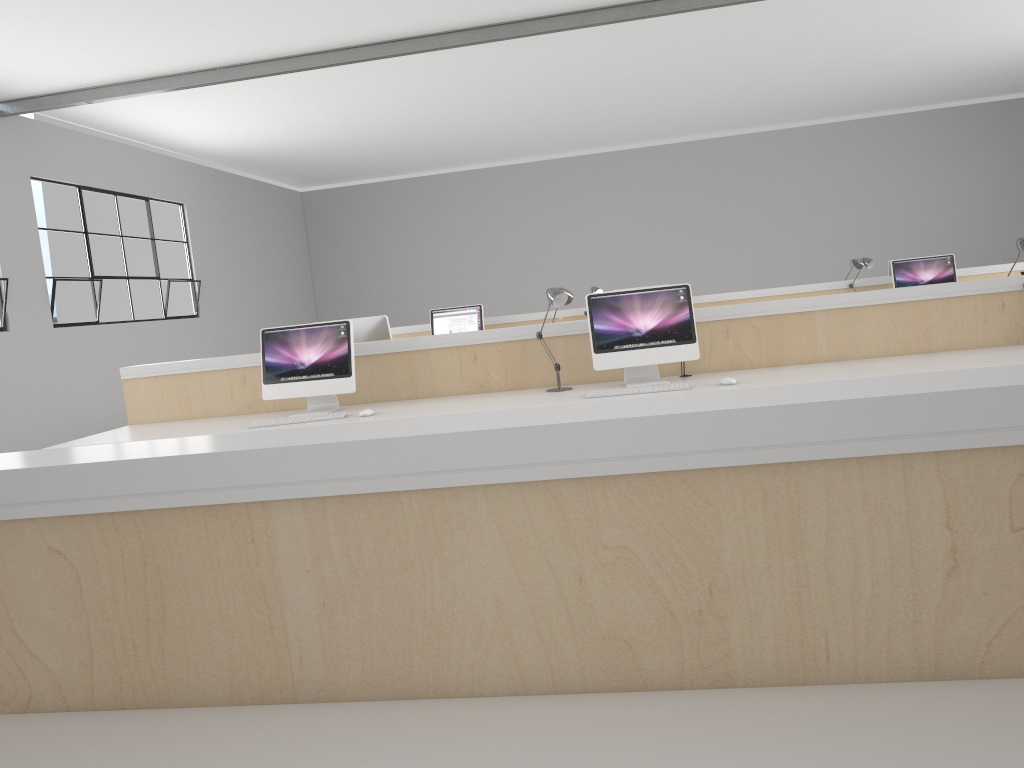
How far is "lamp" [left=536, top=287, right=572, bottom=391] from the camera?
3.4 meters

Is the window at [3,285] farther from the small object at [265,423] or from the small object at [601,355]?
the small object at [601,355]

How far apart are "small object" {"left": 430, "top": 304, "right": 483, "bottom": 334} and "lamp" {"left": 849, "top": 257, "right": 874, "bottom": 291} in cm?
270

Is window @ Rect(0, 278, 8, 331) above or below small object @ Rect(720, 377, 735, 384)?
above

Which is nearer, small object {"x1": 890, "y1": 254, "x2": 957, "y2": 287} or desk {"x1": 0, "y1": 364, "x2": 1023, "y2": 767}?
desk {"x1": 0, "y1": 364, "x2": 1023, "y2": 767}

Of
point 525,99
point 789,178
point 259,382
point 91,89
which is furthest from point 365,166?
point 259,382

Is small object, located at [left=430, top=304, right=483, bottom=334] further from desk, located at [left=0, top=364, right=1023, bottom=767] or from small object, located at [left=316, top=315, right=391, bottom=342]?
desk, located at [left=0, top=364, right=1023, bottom=767]

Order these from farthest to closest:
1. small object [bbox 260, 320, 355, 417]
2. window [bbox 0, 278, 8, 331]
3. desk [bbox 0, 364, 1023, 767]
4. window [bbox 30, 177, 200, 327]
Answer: window [bbox 30, 177, 200, 327] → window [bbox 0, 278, 8, 331] → small object [bbox 260, 320, 355, 417] → desk [bbox 0, 364, 1023, 767]

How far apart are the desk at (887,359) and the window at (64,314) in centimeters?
336cm

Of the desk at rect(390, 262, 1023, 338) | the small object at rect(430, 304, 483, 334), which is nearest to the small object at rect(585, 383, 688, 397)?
the small object at rect(430, 304, 483, 334)
